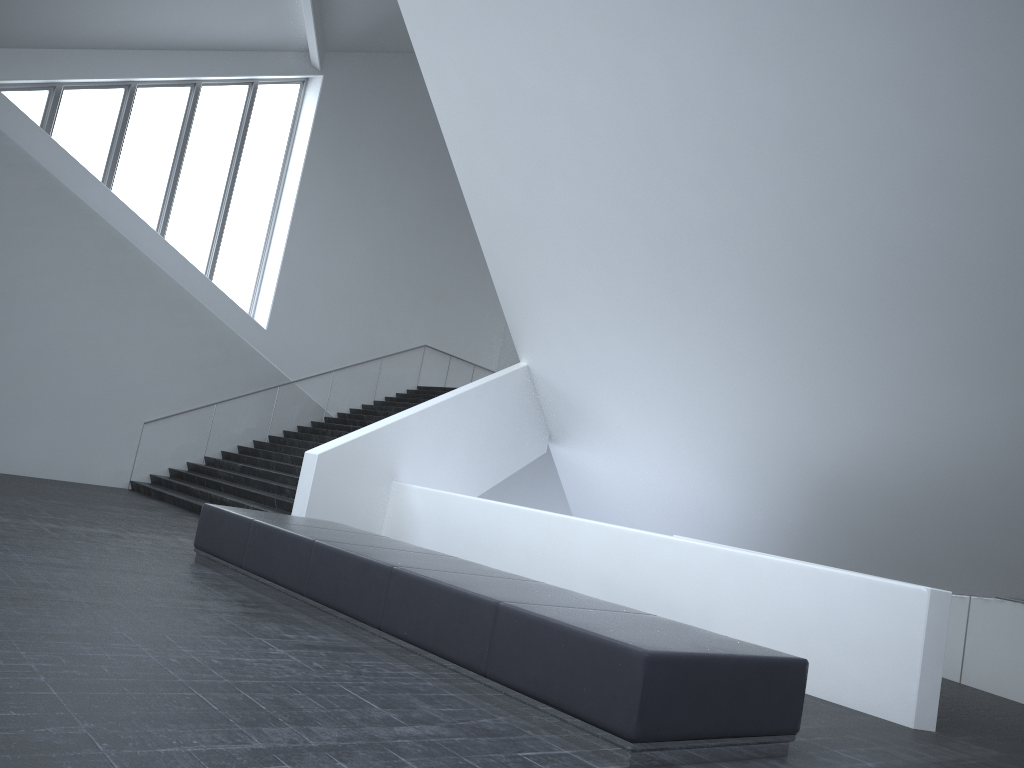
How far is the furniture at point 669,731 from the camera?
4.4m

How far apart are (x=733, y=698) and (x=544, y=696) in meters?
1.0

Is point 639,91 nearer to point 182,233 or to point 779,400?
point 779,400

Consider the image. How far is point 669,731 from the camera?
4.43m

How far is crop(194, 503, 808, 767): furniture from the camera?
4.43m
